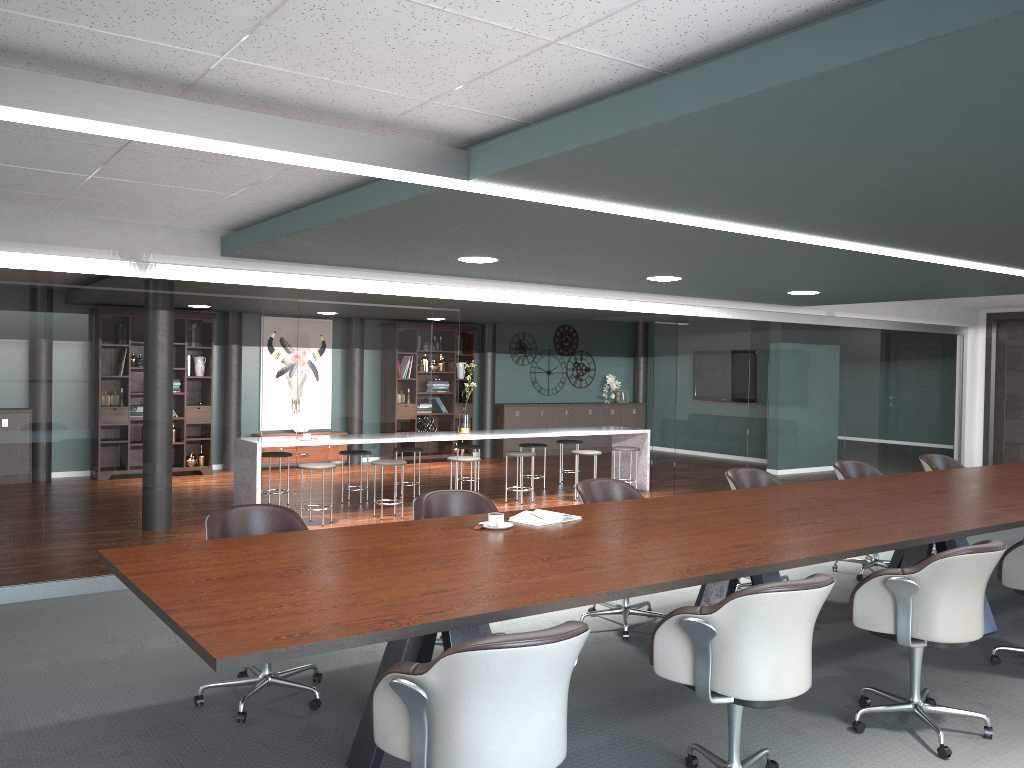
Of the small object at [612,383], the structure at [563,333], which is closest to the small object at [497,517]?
the structure at [563,333]

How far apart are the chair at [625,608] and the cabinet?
8.6m

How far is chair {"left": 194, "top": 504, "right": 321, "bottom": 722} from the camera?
3.6m

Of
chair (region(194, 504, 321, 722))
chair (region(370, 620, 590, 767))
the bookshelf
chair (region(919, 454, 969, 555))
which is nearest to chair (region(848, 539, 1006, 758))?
chair (region(370, 620, 590, 767))

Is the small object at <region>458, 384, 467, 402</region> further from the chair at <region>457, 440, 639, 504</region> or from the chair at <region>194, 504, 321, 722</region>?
the chair at <region>194, 504, 321, 722</region>

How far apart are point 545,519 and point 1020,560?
2.2m

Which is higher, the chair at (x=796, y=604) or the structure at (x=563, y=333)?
the structure at (x=563, y=333)

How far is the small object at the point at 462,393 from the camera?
13.1 meters

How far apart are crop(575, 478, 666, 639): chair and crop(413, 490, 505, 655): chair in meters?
0.6 m

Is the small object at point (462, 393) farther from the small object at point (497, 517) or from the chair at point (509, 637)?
the chair at point (509, 637)
